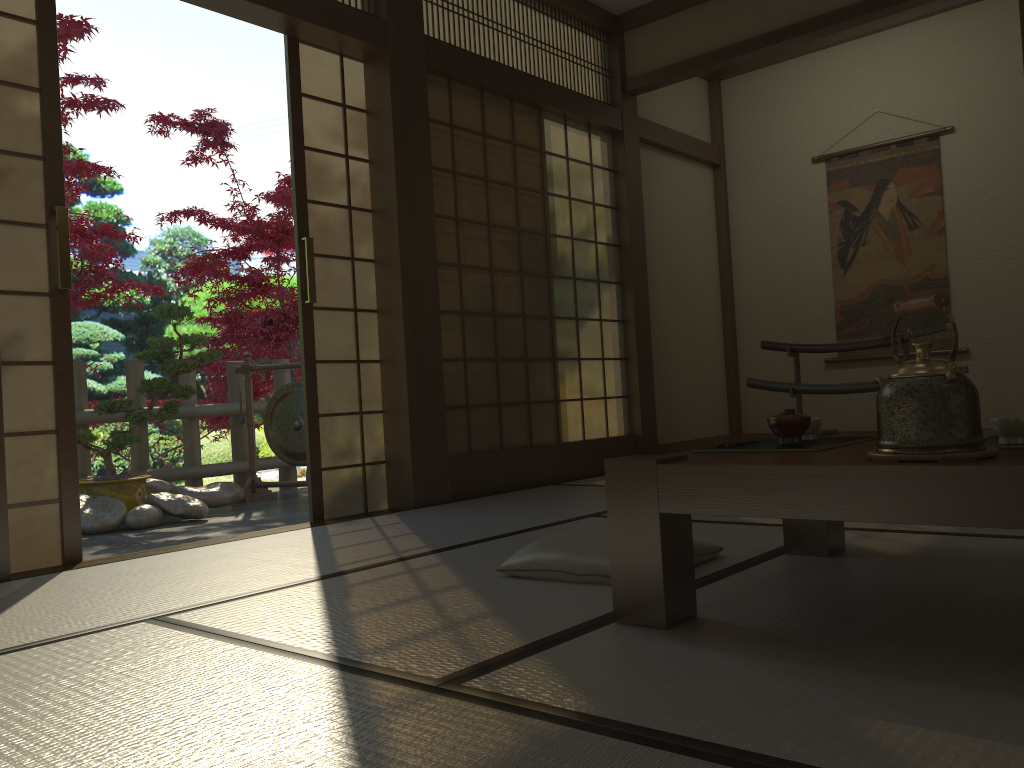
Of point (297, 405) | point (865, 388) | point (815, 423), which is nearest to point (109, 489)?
point (297, 405)

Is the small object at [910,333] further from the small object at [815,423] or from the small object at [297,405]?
the small object at [815,423]

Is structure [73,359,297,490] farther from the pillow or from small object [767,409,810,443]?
small object [767,409,810,443]

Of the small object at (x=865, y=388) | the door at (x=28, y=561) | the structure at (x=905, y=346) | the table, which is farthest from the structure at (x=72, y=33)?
the structure at (x=905, y=346)

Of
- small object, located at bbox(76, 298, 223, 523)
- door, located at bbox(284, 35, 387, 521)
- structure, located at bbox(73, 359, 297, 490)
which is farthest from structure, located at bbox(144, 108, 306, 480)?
door, located at bbox(284, 35, 387, 521)

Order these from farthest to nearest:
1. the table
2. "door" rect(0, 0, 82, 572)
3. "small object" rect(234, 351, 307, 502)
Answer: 1. "small object" rect(234, 351, 307, 502)
2. "door" rect(0, 0, 82, 572)
3. the table

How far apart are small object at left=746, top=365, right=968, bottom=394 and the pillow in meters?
3.3 m

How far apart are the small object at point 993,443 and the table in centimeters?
12cm

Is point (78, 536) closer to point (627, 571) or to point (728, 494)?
point (627, 571)

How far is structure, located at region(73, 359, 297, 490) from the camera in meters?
5.8 m
